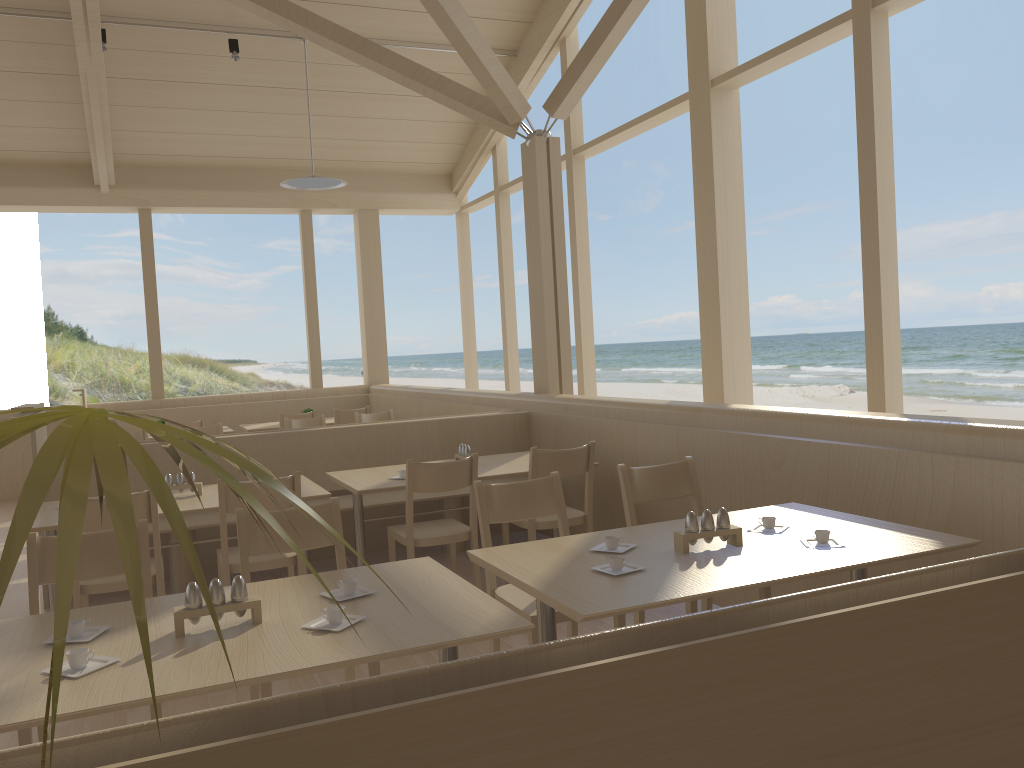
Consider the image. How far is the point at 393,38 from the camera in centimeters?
815cm

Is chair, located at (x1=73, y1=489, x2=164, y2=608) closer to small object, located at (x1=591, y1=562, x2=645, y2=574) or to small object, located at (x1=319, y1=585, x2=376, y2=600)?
small object, located at (x1=319, y1=585, x2=376, y2=600)

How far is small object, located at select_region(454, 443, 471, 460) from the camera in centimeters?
481cm

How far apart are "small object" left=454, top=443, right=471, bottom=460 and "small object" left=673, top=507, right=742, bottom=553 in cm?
231

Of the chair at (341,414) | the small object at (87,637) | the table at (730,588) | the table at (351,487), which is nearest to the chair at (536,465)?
the table at (351,487)

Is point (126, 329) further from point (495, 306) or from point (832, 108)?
point (832, 108)

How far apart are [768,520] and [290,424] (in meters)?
5.23

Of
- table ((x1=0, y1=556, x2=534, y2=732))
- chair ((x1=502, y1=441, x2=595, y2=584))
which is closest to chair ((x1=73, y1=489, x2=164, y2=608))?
table ((x1=0, y1=556, x2=534, y2=732))

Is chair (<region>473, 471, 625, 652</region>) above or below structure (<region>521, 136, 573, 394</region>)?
below

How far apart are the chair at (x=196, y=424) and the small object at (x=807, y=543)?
6.39m
